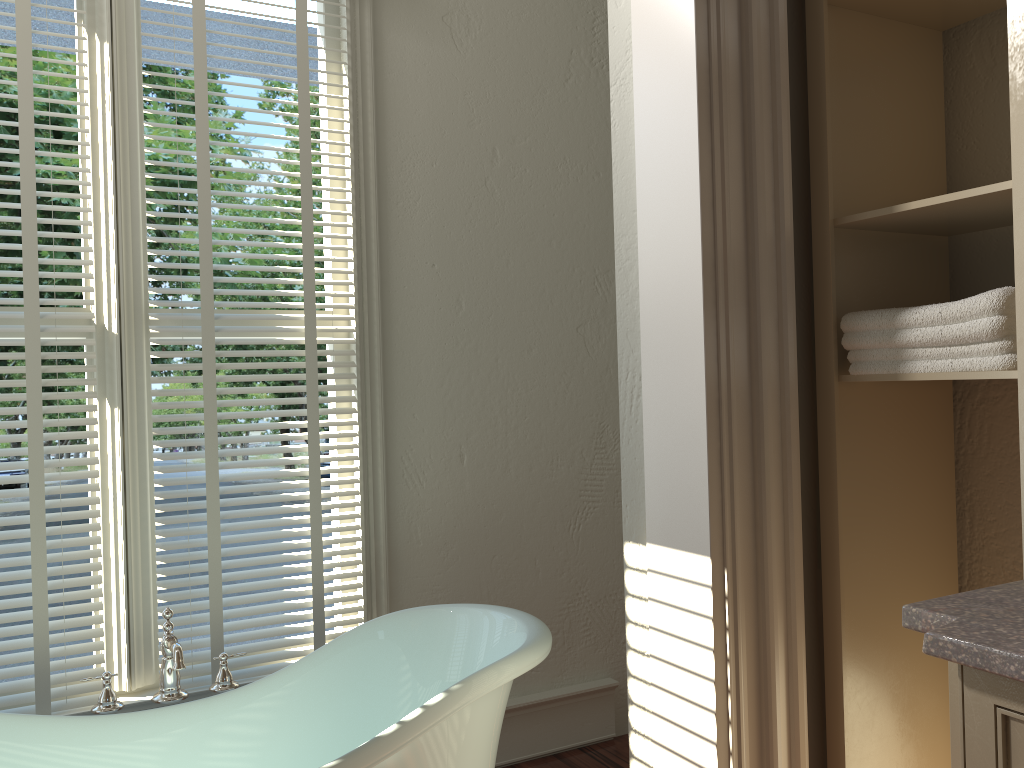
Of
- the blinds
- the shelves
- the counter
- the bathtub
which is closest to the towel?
the shelves

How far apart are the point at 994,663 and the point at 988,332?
0.57m

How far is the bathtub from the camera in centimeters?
170cm

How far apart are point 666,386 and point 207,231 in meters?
1.3 m

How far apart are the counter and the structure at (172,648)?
1.5 meters

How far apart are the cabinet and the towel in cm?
44

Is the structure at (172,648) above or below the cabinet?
below

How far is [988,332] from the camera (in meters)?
1.28

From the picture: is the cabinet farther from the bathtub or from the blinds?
the blinds

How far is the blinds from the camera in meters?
2.1 m
